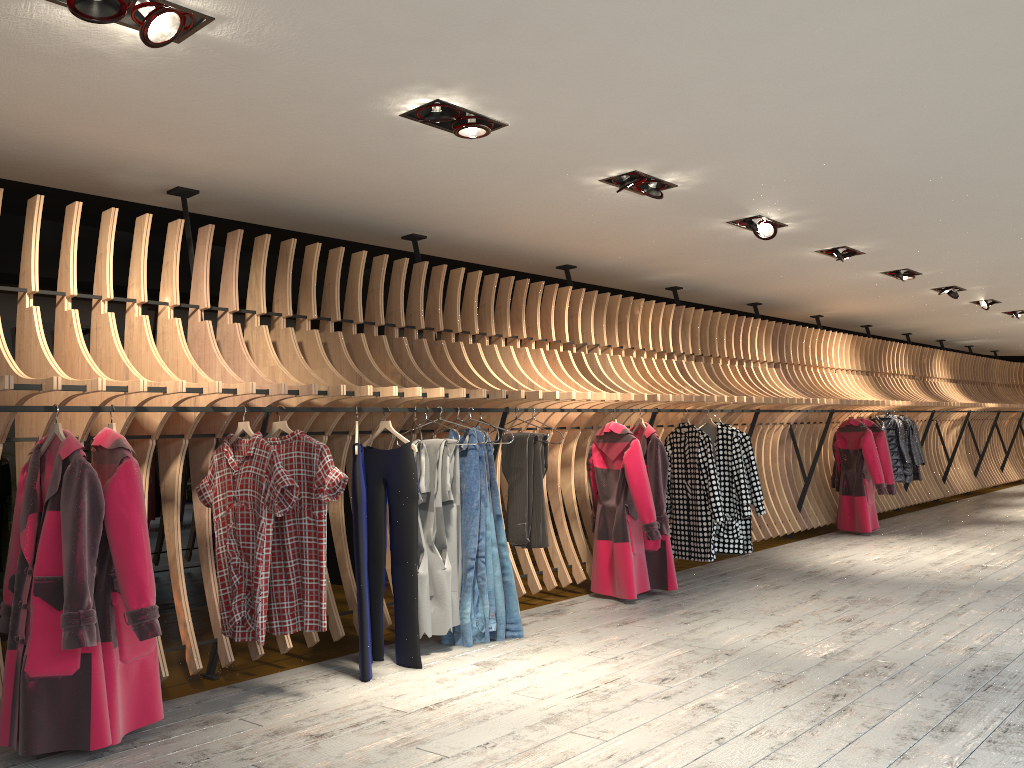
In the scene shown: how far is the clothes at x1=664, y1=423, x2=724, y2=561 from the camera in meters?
7.3 m

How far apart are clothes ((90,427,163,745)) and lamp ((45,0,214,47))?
1.6 meters

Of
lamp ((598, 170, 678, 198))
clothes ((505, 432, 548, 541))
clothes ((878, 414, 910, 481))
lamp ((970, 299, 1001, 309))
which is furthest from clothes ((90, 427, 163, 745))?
lamp ((970, 299, 1001, 309))

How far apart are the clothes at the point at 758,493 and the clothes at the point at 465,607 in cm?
320

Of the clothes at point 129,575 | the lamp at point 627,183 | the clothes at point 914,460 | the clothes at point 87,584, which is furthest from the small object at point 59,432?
the clothes at point 914,460

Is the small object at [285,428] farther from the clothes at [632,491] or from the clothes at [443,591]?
the clothes at [632,491]

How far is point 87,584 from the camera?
3.5 meters

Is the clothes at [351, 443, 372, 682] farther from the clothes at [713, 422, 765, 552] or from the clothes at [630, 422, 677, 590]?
the clothes at [713, 422, 765, 552]

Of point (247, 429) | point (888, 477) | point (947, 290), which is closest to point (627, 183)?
point (247, 429)

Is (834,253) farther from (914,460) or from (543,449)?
(914,460)
